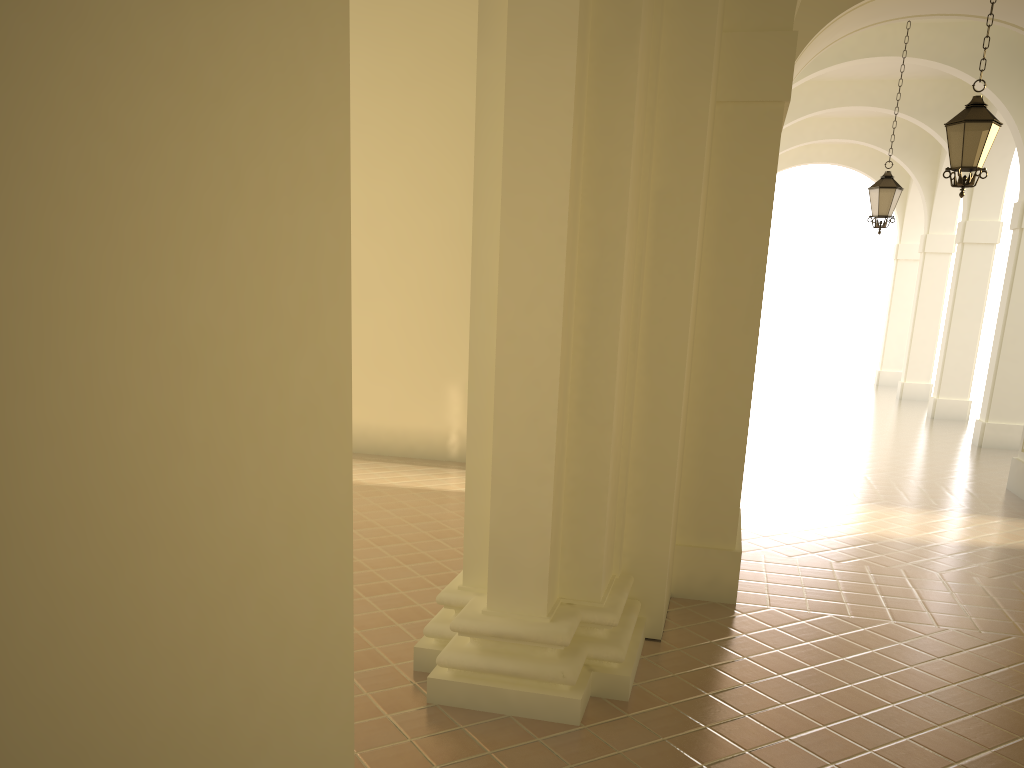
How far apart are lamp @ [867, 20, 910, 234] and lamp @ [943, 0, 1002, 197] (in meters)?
4.77

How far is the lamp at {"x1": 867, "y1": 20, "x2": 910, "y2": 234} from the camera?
13.2 meters

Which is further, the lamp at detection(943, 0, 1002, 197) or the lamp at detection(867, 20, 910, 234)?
the lamp at detection(867, 20, 910, 234)

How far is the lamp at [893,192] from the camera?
13.2m

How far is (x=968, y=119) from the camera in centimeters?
834cm

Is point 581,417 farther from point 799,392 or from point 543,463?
point 799,392

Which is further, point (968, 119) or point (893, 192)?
point (893, 192)

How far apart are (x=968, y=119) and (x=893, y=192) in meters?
5.1

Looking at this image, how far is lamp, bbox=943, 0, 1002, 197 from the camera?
8.34m
